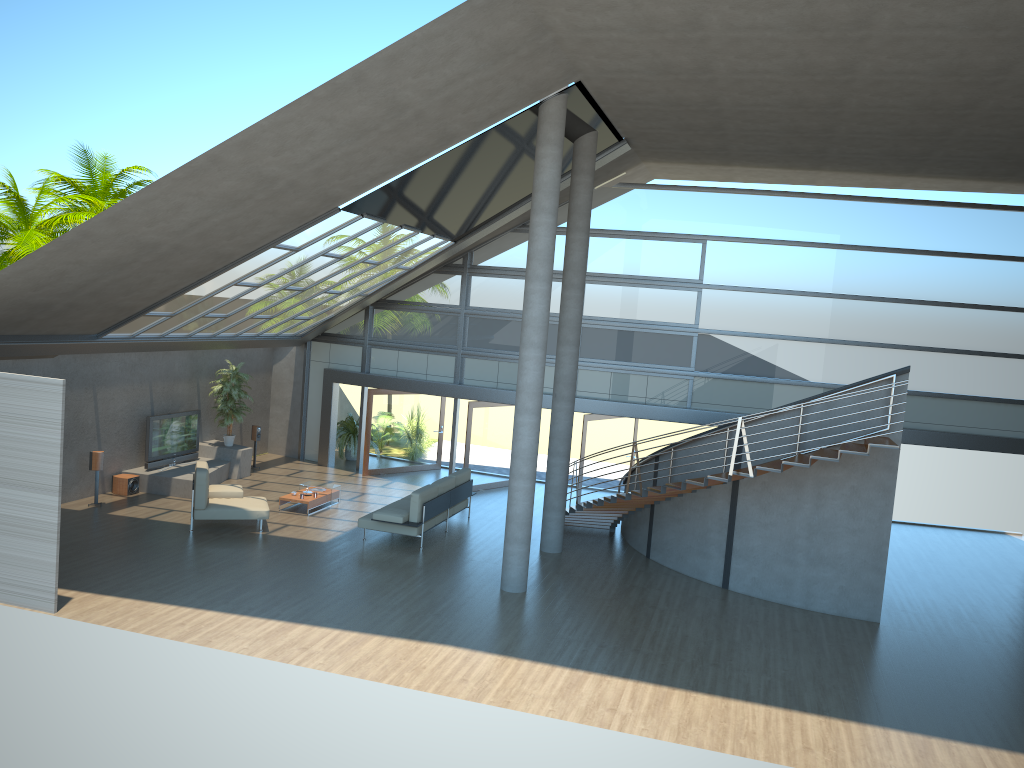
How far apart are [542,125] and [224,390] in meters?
9.8

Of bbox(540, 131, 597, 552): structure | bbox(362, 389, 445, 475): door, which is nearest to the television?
bbox(362, 389, 445, 475): door

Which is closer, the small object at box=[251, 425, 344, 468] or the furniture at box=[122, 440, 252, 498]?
Result: the furniture at box=[122, 440, 252, 498]

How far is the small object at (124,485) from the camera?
16.33m

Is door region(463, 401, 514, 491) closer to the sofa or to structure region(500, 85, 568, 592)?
the sofa

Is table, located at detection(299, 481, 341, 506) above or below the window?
below

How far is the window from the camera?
17.3m

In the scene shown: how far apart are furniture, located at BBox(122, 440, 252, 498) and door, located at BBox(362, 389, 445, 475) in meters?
2.6

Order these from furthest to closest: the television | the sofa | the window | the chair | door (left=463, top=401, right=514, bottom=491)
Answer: door (left=463, top=401, right=514, bottom=491) → the window → the television → the sofa → the chair

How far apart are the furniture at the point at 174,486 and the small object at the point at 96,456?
1.36m
